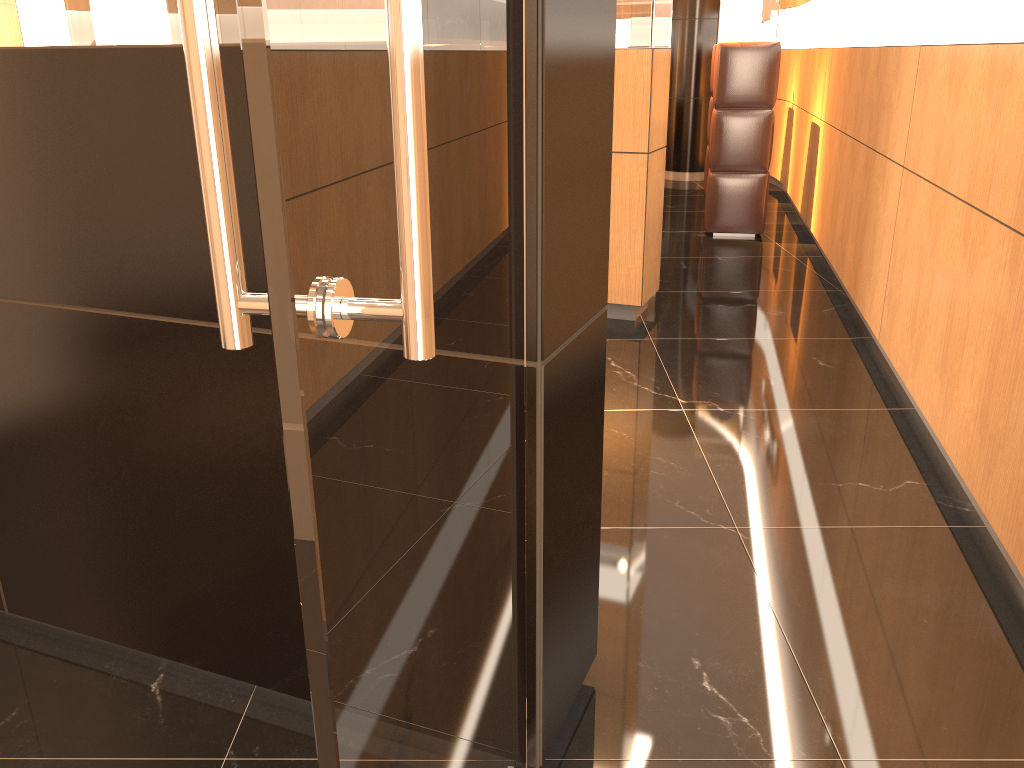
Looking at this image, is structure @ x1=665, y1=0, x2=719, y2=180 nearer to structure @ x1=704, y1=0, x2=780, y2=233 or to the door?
structure @ x1=704, y1=0, x2=780, y2=233

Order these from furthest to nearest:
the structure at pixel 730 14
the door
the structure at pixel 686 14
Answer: the structure at pixel 686 14
the structure at pixel 730 14
the door

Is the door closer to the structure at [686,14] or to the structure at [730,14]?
the structure at [730,14]

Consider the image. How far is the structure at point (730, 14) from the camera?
6.7m

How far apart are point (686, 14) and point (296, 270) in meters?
10.3

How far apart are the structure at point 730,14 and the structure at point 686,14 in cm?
336

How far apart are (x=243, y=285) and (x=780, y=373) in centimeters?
381cm

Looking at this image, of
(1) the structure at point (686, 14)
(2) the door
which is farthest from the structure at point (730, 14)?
(2) the door

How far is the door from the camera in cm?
61

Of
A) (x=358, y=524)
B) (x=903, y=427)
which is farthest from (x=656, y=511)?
(x=358, y=524)
